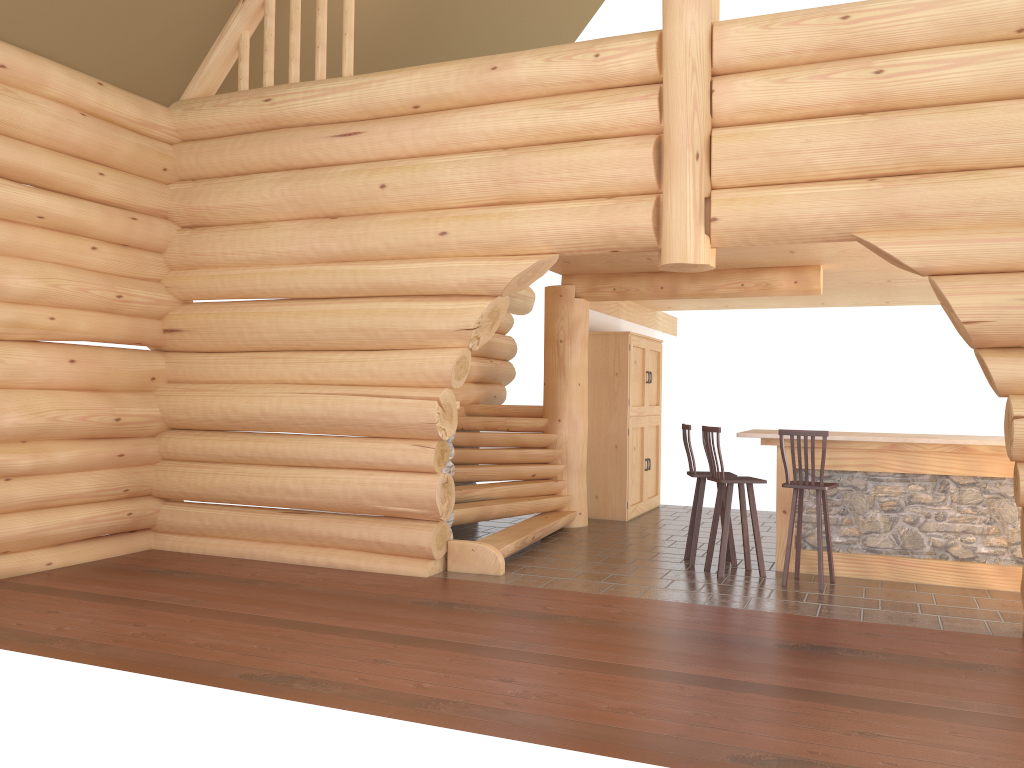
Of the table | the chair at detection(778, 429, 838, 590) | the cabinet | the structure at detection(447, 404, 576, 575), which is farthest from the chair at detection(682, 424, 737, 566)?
the cabinet

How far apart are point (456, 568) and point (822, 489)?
3.2 meters

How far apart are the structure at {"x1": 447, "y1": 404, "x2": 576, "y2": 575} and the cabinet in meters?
0.8 m

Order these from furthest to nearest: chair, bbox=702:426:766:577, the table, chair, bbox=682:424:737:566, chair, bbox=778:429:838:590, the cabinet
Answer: the cabinet
chair, bbox=682:424:737:566
chair, bbox=702:426:766:577
the table
chair, bbox=778:429:838:590

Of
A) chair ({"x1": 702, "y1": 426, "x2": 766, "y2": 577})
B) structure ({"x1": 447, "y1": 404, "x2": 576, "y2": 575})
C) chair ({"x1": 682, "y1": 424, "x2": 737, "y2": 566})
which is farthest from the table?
structure ({"x1": 447, "y1": 404, "x2": 576, "y2": 575})

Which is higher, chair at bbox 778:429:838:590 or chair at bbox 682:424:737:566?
chair at bbox 778:429:838:590

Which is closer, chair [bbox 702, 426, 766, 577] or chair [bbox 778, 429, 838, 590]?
chair [bbox 778, 429, 838, 590]

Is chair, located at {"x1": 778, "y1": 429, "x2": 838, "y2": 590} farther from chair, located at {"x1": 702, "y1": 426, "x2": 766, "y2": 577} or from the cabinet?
the cabinet

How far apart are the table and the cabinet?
3.03m

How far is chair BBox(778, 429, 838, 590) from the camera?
7.3 meters
